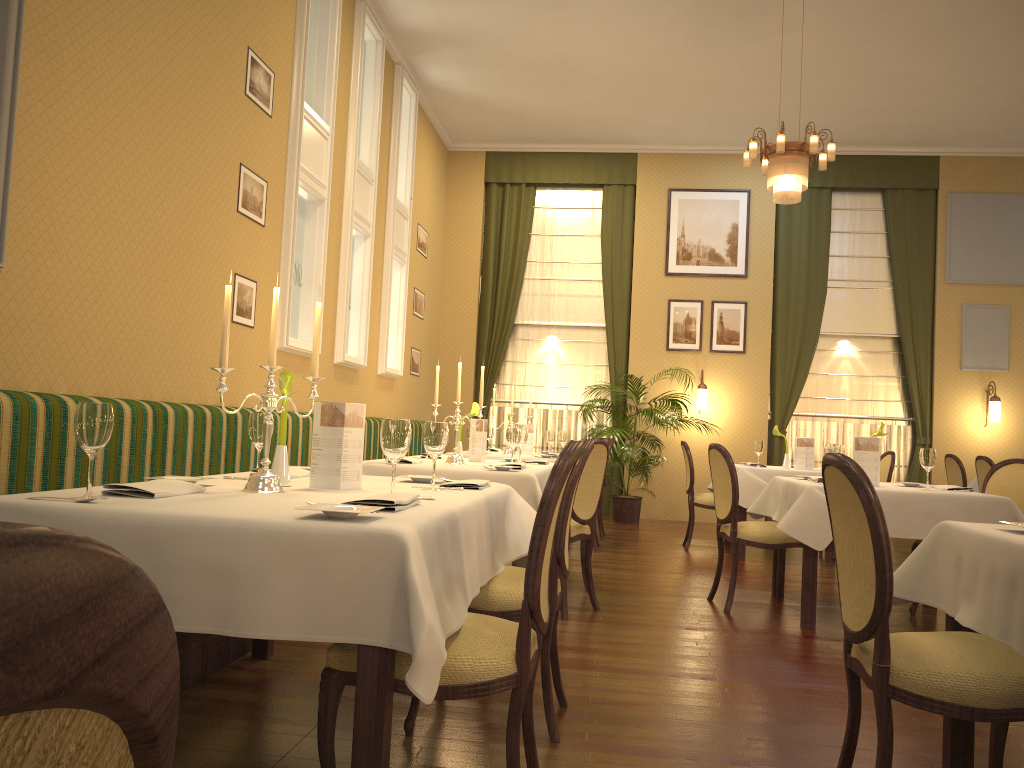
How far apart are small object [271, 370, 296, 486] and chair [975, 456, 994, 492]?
6.9m

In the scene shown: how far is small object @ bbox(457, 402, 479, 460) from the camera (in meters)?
5.43

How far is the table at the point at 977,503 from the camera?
4.6m

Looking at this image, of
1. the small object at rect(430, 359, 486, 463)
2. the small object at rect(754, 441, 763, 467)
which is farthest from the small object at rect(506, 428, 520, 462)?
the small object at rect(754, 441, 763, 467)

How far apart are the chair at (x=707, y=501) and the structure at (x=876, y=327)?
3.2m

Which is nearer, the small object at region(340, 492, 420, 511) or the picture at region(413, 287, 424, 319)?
the small object at region(340, 492, 420, 511)

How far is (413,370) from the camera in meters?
9.7

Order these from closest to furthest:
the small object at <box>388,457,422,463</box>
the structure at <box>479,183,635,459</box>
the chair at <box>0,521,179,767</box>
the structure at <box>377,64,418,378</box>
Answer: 1. the chair at <box>0,521,179,767</box>
2. the small object at <box>388,457,422,463</box>
3. the structure at <box>377,64,418,378</box>
4. the structure at <box>479,183,635,459</box>

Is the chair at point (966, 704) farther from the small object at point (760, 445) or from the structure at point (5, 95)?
the small object at point (760, 445)

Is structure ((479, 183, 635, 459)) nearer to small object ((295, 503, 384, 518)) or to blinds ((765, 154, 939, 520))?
blinds ((765, 154, 939, 520))
